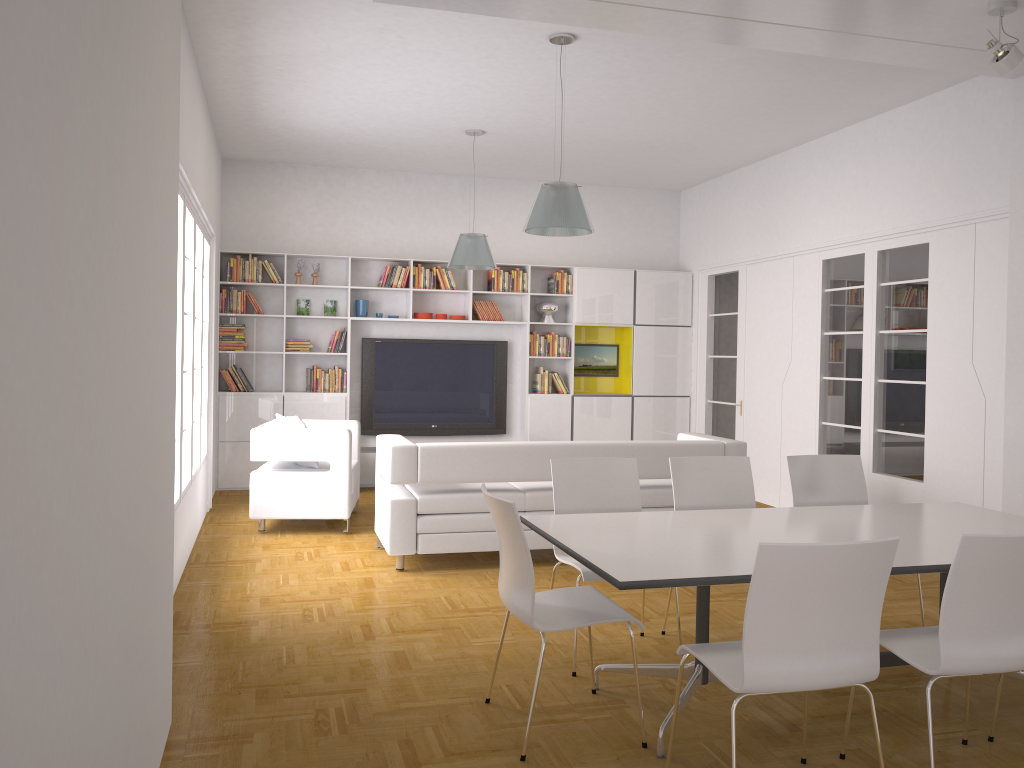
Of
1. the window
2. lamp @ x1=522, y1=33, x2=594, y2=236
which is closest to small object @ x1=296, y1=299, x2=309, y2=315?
the window

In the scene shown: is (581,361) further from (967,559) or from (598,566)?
(967,559)

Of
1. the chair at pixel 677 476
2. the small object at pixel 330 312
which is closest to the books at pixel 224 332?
the small object at pixel 330 312

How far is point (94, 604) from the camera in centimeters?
189cm

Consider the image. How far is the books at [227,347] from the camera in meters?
9.2 m

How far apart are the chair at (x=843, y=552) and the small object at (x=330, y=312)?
7.3 meters

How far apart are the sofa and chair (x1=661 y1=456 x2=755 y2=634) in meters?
1.5

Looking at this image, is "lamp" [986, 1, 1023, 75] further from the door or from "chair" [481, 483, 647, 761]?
the door

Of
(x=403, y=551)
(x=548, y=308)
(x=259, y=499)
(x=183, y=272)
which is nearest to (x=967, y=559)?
(x=403, y=551)

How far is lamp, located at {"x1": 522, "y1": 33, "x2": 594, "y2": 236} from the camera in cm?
548
